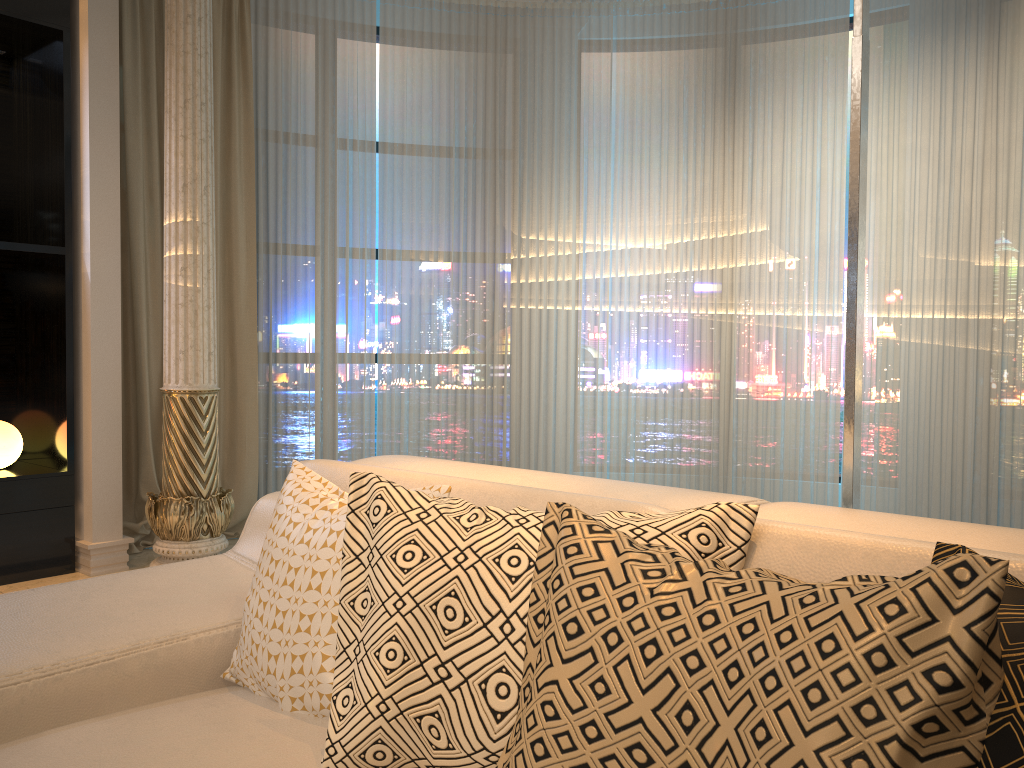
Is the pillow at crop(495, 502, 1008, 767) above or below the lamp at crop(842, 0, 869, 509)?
below

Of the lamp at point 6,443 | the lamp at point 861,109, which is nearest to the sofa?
the lamp at point 861,109

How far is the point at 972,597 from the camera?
0.7 meters

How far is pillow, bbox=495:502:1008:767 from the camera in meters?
0.7

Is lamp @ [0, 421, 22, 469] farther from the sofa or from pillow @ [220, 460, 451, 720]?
pillow @ [220, 460, 451, 720]

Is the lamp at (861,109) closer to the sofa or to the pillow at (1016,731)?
the sofa

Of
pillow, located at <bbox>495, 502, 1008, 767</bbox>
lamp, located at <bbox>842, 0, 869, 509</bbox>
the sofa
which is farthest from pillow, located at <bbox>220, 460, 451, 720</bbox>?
lamp, located at <bbox>842, 0, 869, 509</bbox>

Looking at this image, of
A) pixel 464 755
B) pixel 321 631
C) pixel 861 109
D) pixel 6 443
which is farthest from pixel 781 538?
pixel 6 443

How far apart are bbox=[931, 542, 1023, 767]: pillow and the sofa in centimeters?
8cm

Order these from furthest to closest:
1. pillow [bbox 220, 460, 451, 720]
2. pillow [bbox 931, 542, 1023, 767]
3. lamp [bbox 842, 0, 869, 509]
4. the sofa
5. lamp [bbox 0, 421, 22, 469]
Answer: lamp [bbox 0, 421, 22, 469], lamp [bbox 842, 0, 869, 509], pillow [bbox 220, 460, 451, 720], the sofa, pillow [bbox 931, 542, 1023, 767]
